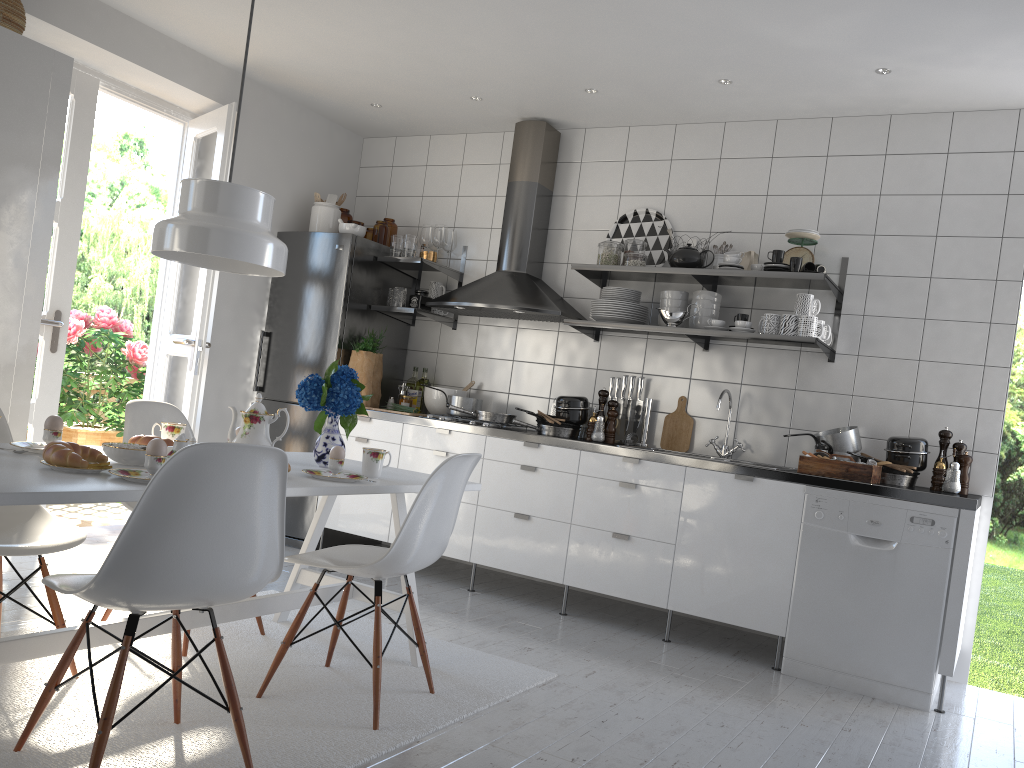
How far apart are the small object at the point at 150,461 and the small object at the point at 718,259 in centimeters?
311cm

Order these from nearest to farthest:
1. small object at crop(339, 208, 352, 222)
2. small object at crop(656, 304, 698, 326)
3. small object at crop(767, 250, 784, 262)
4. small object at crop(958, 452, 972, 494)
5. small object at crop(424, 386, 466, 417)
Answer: small object at crop(958, 452, 972, 494)
small object at crop(767, 250, 784, 262)
small object at crop(656, 304, 698, 326)
small object at crop(424, 386, 466, 417)
small object at crop(339, 208, 352, 222)

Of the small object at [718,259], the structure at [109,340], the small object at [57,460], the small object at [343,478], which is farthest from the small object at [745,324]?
the structure at [109,340]

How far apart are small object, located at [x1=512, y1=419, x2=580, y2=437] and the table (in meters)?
1.40

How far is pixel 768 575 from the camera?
3.7 meters

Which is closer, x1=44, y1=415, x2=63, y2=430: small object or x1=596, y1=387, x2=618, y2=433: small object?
x1=44, y1=415, x2=63, y2=430: small object

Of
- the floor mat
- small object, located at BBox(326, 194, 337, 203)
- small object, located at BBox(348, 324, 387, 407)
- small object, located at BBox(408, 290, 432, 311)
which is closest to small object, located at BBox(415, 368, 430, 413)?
small object, located at BBox(348, 324, 387, 407)

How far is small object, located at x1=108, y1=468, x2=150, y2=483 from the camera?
2.0m

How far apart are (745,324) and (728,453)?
0.68m

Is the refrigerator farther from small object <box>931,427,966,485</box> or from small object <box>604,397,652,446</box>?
small object <box>931,427,966,485</box>
